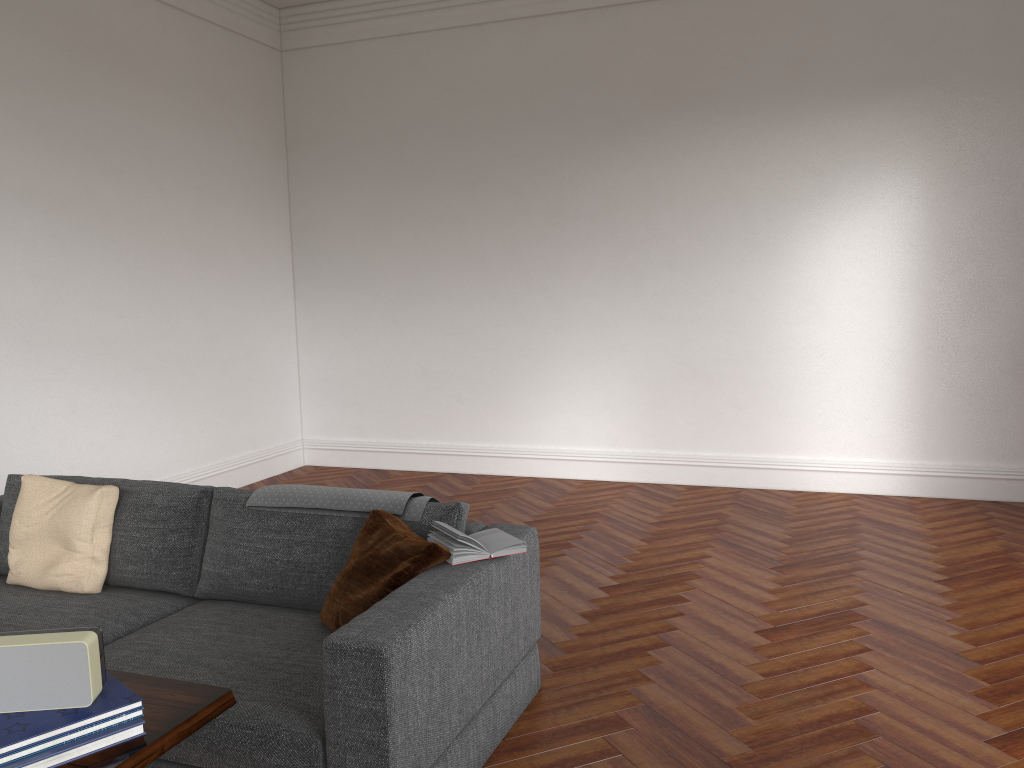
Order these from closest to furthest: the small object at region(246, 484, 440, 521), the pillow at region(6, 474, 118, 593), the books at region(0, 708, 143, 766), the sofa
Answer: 1. the books at region(0, 708, 143, 766)
2. the sofa
3. the small object at region(246, 484, 440, 521)
4. the pillow at region(6, 474, 118, 593)

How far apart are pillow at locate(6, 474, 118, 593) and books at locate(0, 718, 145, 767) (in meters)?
2.15

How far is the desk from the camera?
1.54m

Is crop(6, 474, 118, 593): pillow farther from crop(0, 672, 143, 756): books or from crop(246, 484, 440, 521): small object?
crop(0, 672, 143, 756): books

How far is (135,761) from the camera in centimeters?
154cm

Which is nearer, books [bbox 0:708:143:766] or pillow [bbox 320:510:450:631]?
books [bbox 0:708:143:766]

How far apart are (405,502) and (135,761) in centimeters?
174cm

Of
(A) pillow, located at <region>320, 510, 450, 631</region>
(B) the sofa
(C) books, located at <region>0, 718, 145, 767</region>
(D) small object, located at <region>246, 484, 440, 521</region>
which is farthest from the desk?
(D) small object, located at <region>246, 484, 440, 521</region>

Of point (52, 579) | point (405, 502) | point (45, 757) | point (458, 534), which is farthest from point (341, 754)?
point (52, 579)

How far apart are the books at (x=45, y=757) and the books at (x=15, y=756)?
0.0m
